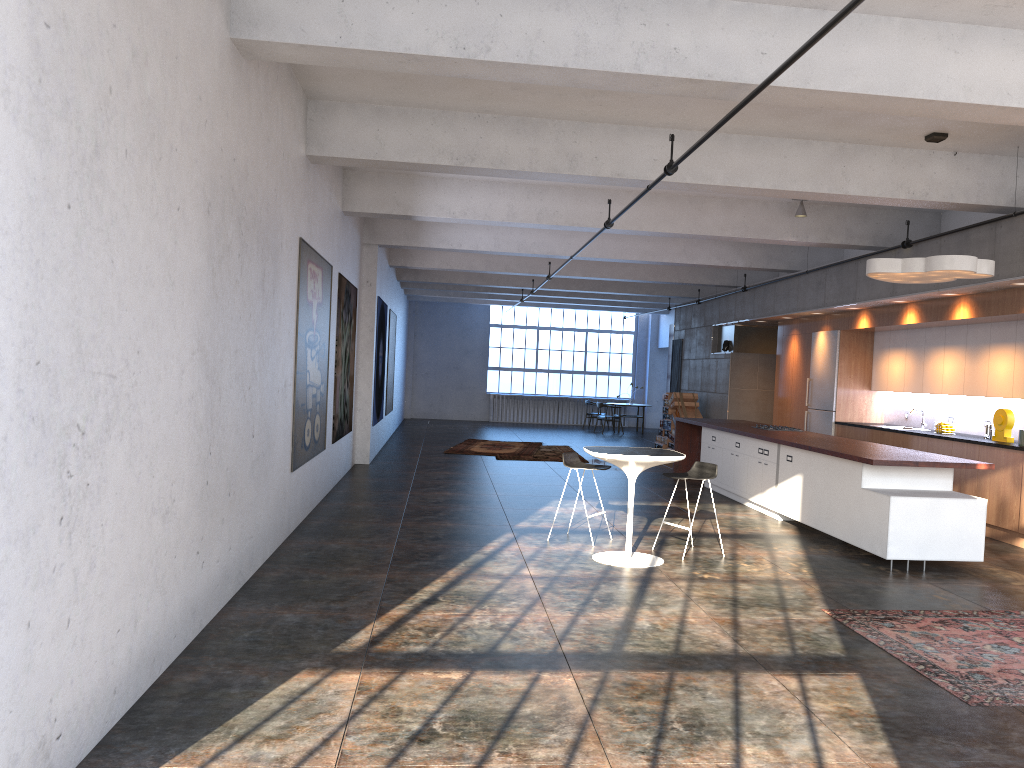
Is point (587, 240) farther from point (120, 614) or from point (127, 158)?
point (120, 614)

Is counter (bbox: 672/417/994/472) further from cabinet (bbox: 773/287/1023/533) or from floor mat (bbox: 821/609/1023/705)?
floor mat (bbox: 821/609/1023/705)

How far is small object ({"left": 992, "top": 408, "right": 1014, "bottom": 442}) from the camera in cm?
977

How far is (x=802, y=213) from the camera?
11.20m

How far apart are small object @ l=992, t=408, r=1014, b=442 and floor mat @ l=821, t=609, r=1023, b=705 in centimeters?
409cm

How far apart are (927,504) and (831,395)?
6.1 meters

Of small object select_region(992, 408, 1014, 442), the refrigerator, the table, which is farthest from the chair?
the refrigerator

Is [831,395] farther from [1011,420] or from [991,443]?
[991,443]

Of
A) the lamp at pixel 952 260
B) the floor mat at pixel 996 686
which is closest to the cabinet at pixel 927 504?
the floor mat at pixel 996 686

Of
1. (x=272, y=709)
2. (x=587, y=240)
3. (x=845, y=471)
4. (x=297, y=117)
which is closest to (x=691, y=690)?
(x=272, y=709)
